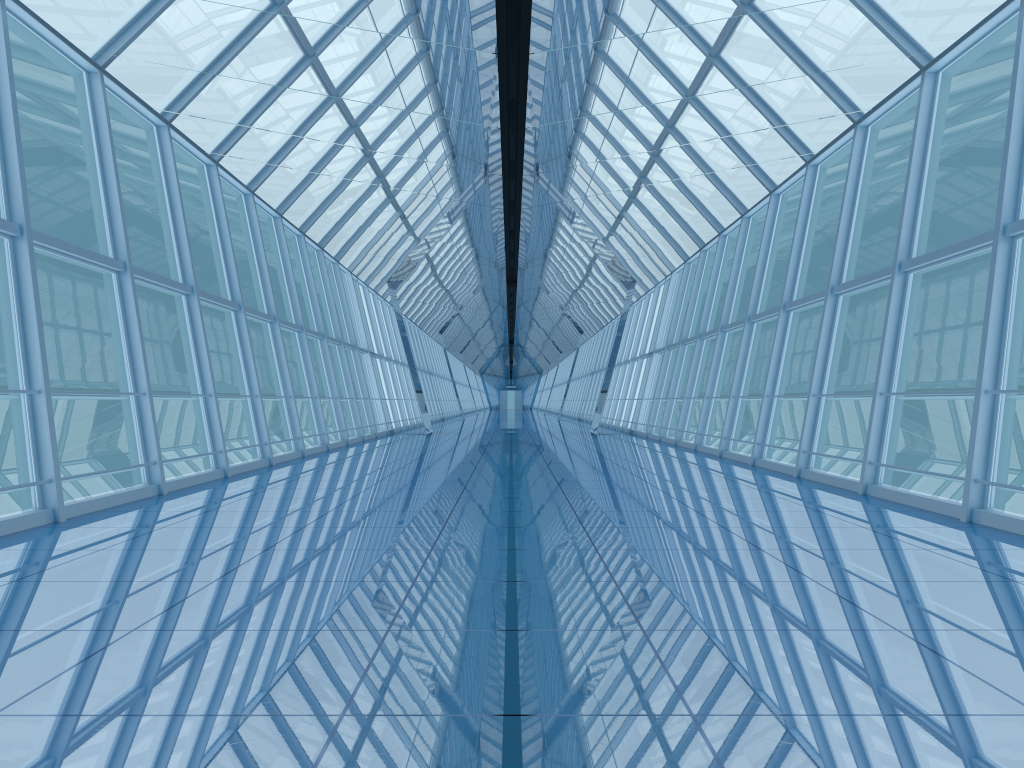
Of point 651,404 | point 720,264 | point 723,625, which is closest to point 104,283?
point 651,404

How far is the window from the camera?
7.6 meters

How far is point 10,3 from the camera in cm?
756

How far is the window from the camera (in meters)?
7.56
